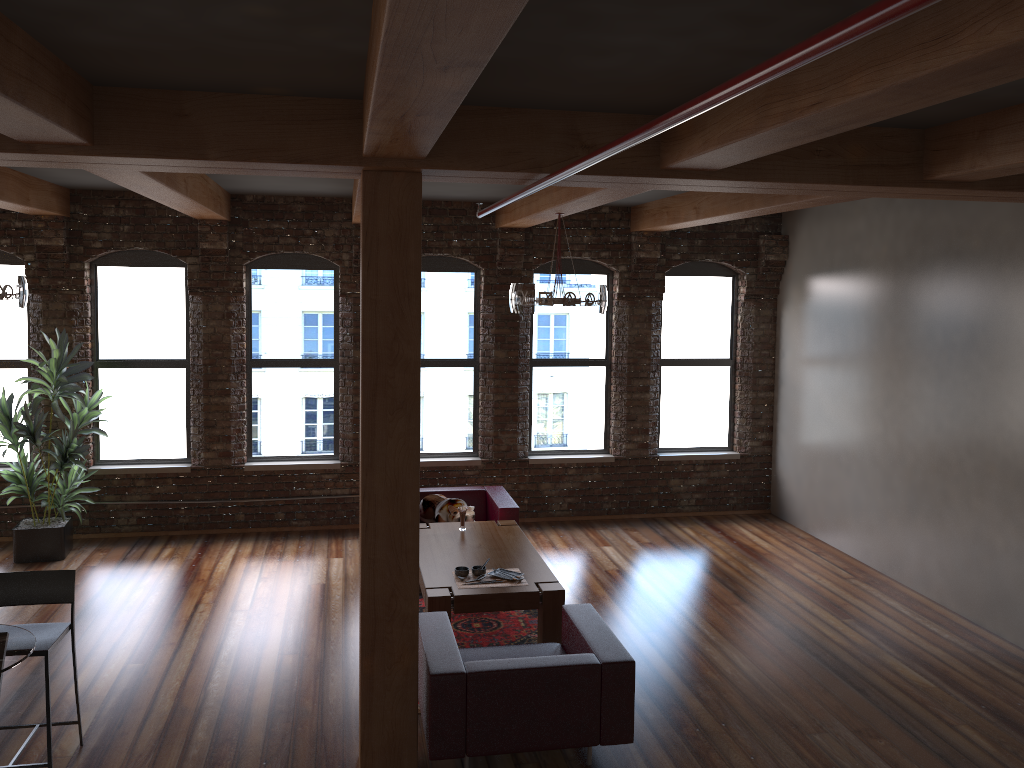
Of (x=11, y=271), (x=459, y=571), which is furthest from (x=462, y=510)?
(x=11, y=271)

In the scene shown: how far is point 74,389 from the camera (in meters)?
7.81

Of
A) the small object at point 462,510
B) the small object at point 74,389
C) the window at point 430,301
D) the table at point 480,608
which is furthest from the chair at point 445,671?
the small object at point 74,389

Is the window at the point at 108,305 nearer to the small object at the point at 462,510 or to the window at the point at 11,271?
the window at the point at 11,271

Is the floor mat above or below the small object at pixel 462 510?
below

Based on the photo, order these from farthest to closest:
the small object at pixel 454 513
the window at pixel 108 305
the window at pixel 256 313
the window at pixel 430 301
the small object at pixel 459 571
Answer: the window at pixel 430 301 < the window at pixel 256 313 < the window at pixel 108 305 < the small object at pixel 454 513 < the small object at pixel 459 571

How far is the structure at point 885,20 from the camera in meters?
1.6 m

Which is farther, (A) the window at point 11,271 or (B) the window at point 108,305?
(B) the window at point 108,305

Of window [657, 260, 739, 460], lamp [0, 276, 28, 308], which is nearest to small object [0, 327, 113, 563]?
lamp [0, 276, 28, 308]

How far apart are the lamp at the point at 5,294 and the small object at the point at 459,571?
3.7 meters
